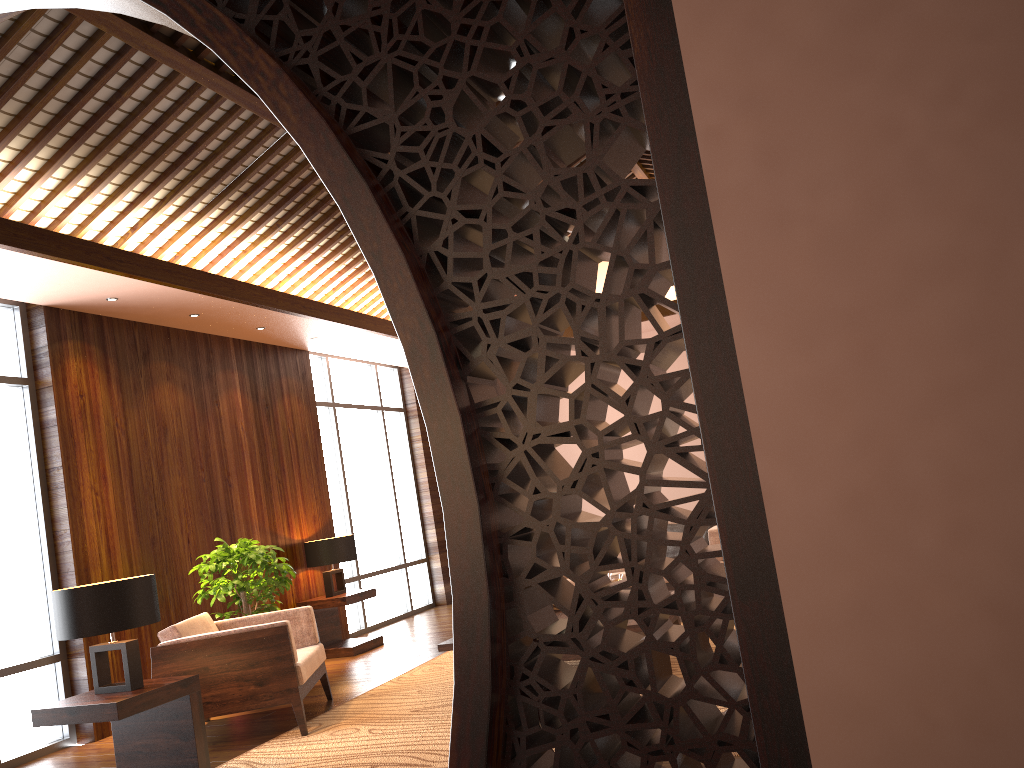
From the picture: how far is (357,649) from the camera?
7.4m

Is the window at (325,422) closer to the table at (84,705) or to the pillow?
the pillow

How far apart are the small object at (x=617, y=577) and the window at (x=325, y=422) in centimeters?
421cm

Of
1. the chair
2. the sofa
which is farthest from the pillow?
the chair

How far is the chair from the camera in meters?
4.7

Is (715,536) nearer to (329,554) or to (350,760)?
(329,554)

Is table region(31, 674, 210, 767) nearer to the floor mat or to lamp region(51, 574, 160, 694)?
lamp region(51, 574, 160, 694)

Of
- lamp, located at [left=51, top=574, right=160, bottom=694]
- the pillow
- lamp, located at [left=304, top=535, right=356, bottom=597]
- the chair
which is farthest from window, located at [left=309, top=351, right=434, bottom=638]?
lamp, located at [left=51, top=574, right=160, bottom=694]

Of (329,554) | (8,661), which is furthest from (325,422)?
(8,661)

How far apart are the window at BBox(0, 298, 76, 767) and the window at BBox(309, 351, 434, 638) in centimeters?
330cm
